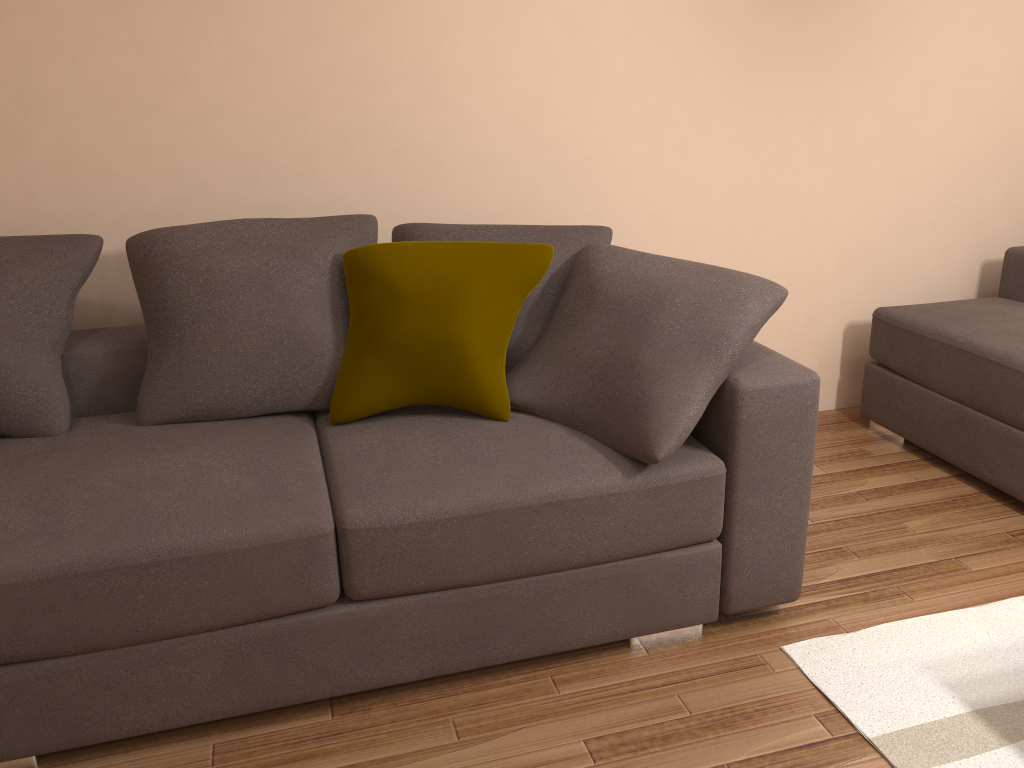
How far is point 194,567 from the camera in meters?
2.0

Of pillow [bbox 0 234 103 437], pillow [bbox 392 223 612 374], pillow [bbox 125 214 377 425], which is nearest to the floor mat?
pillow [bbox 392 223 612 374]

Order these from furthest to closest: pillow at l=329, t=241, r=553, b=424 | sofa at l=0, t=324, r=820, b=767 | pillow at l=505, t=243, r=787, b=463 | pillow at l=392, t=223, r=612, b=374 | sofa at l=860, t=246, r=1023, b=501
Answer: sofa at l=860, t=246, r=1023, b=501, pillow at l=392, t=223, r=612, b=374, pillow at l=329, t=241, r=553, b=424, pillow at l=505, t=243, r=787, b=463, sofa at l=0, t=324, r=820, b=767

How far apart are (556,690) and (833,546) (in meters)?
1.19

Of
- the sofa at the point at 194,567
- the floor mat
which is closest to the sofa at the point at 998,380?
the floor mat

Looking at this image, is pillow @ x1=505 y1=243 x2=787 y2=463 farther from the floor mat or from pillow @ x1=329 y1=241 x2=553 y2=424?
the floor mat

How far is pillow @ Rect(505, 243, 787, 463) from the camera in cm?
229

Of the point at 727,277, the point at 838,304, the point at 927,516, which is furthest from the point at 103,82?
the point at 927,516

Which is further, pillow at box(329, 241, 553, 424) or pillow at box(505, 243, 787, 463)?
pillow at box(329, 241, 553, 424)

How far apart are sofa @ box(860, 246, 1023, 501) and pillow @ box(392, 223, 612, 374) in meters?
1.5 m
